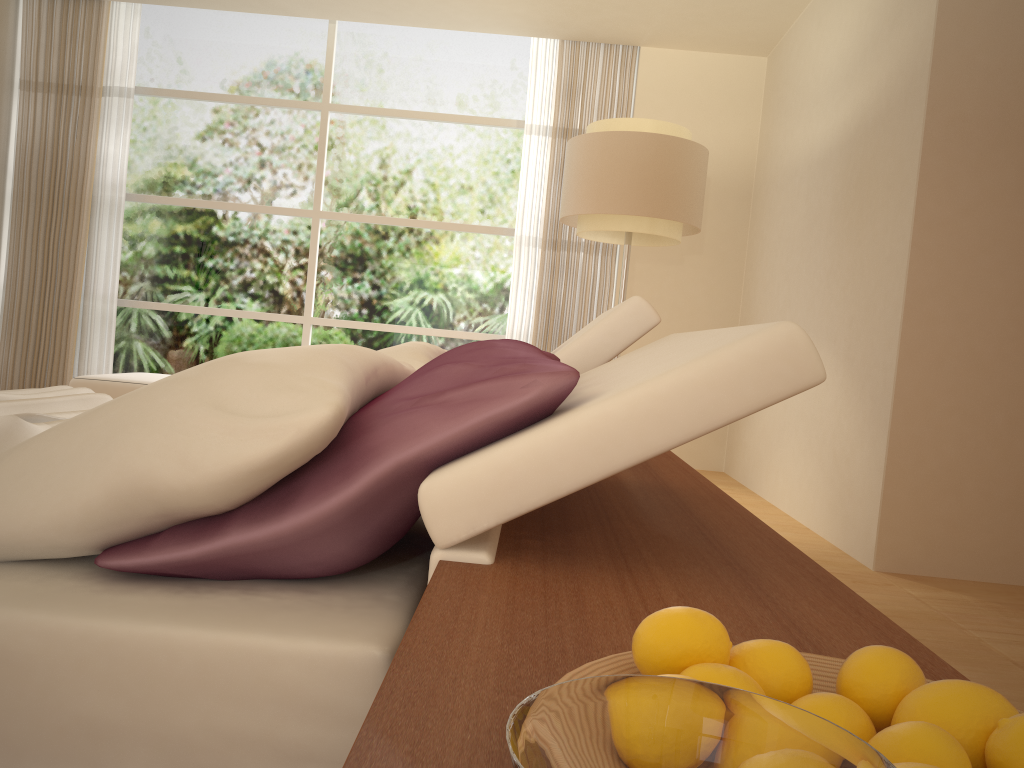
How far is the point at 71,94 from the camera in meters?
6.7 m

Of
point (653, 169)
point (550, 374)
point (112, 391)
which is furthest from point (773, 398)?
point (112, 391)

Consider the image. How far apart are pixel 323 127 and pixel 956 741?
7.10m

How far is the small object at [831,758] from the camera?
0.3 meters

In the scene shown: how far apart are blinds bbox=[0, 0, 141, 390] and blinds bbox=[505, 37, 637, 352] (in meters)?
3.08

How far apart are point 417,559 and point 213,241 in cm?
630

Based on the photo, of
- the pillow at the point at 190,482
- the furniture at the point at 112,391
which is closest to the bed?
the pillow at the point at 190,482

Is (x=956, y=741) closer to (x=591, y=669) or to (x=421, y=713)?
(x=591, y=669)

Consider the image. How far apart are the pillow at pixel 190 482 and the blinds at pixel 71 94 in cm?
537

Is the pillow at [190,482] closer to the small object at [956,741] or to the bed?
the bed
